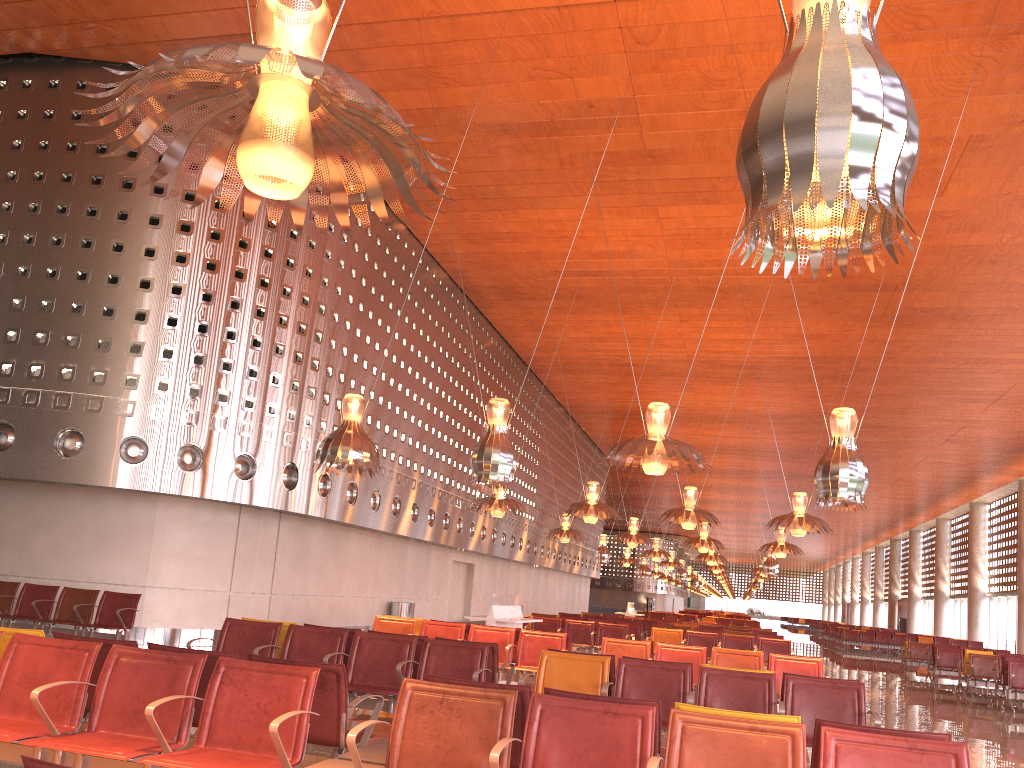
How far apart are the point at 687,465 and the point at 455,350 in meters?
13.1

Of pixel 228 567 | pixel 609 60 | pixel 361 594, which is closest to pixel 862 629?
pixel 361 594
